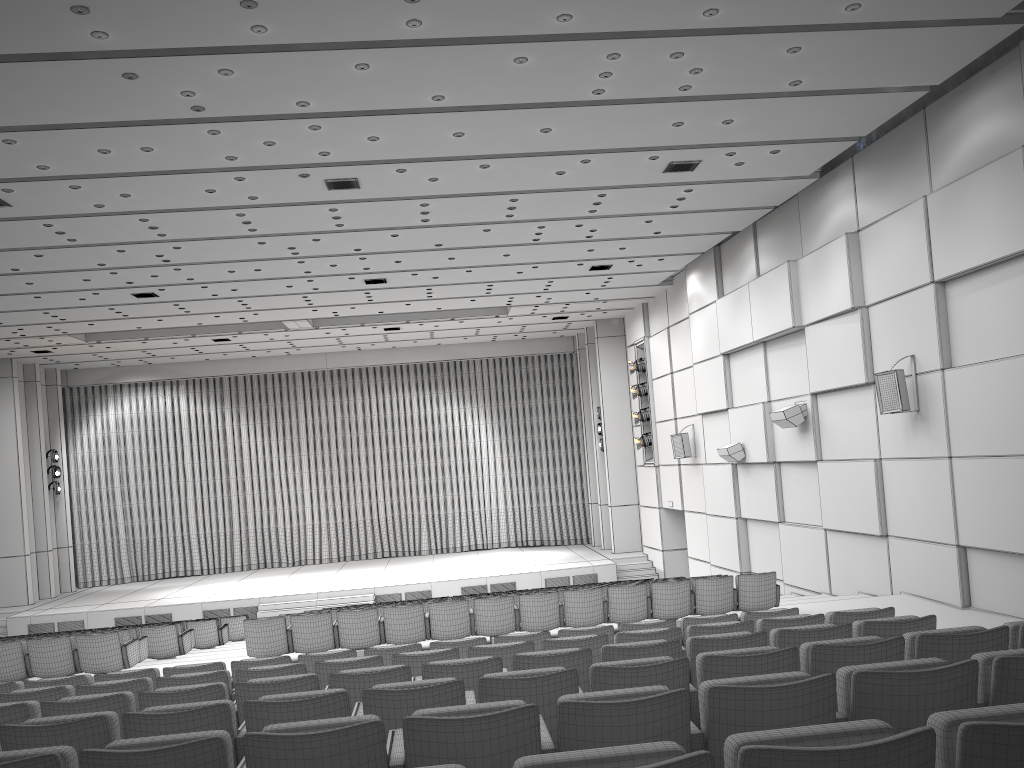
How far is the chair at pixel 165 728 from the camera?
3.97m

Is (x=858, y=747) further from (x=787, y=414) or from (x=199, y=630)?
(x=199, y=630)

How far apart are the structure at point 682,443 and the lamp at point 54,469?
17.53m

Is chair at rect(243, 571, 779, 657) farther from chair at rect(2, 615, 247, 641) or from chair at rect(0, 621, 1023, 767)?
chair at rect(2, 615, 247, 641)

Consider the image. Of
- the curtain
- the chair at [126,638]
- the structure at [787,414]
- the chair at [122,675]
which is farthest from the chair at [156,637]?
the curtain

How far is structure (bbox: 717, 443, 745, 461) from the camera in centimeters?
1671cm

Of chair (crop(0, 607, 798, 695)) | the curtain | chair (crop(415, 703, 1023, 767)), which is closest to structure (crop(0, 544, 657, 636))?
the curtain

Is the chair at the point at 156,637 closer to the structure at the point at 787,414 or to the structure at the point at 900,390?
the structure at the point at 787,414

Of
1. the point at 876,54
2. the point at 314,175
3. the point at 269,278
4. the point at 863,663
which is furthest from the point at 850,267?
the point at 269,278

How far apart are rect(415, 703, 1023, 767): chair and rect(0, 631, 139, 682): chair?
9.5m
